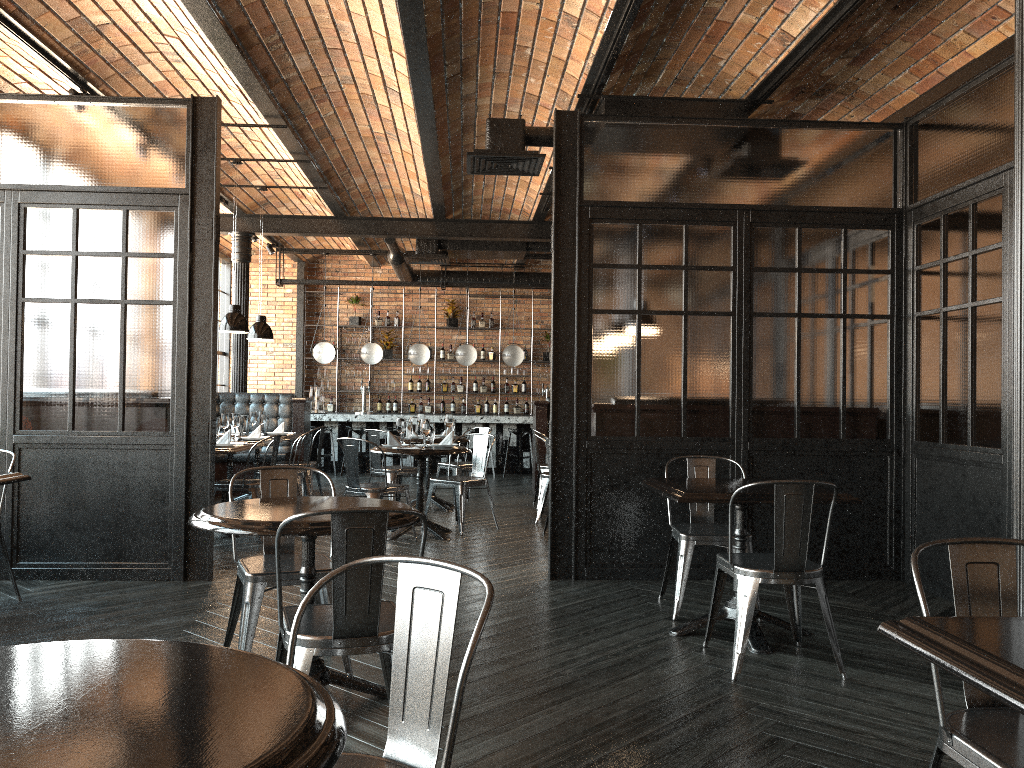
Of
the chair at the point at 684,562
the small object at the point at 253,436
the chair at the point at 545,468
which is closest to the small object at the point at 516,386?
the chair at the point at 545,468

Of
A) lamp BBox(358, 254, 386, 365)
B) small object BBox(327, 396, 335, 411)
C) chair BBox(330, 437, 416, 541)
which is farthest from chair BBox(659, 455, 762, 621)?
small object BBox(327, 396, 335, 411)

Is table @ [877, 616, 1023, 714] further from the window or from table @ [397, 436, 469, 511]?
Answer: the window

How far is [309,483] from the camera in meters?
9.3 m

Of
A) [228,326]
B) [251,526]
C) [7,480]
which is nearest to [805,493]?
[251,526]

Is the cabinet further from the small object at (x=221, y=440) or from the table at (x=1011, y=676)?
the table at (x=1011, y=676)

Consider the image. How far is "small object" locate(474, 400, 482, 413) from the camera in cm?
1559

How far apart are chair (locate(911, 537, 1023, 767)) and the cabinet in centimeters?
1390cm

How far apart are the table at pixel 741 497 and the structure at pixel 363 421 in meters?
8.7 m

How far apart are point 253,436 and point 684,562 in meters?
5.0 m
